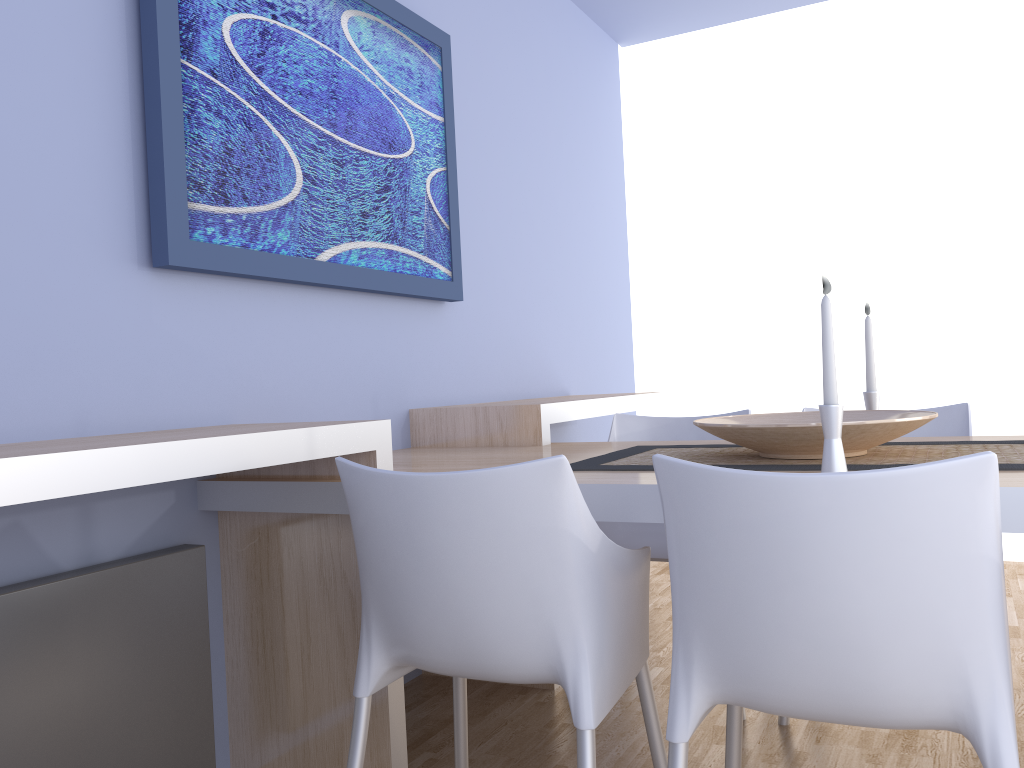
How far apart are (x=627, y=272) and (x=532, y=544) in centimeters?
351cm

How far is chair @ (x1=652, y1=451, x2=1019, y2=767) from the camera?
1.1 meters

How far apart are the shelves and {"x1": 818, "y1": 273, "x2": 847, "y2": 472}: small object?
0.89m

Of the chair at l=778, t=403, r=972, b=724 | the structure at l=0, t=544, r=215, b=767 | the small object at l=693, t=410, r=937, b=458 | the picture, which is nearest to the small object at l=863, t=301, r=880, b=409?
the small object at l=693, t=410, r=937, b=458

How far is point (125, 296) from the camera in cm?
187

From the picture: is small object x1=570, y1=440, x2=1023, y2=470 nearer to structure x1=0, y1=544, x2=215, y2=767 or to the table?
the table

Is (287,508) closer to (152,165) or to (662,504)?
(152,165)

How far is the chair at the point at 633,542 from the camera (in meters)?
2.68

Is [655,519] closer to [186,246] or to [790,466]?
[790,466]

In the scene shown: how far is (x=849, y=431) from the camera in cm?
167
